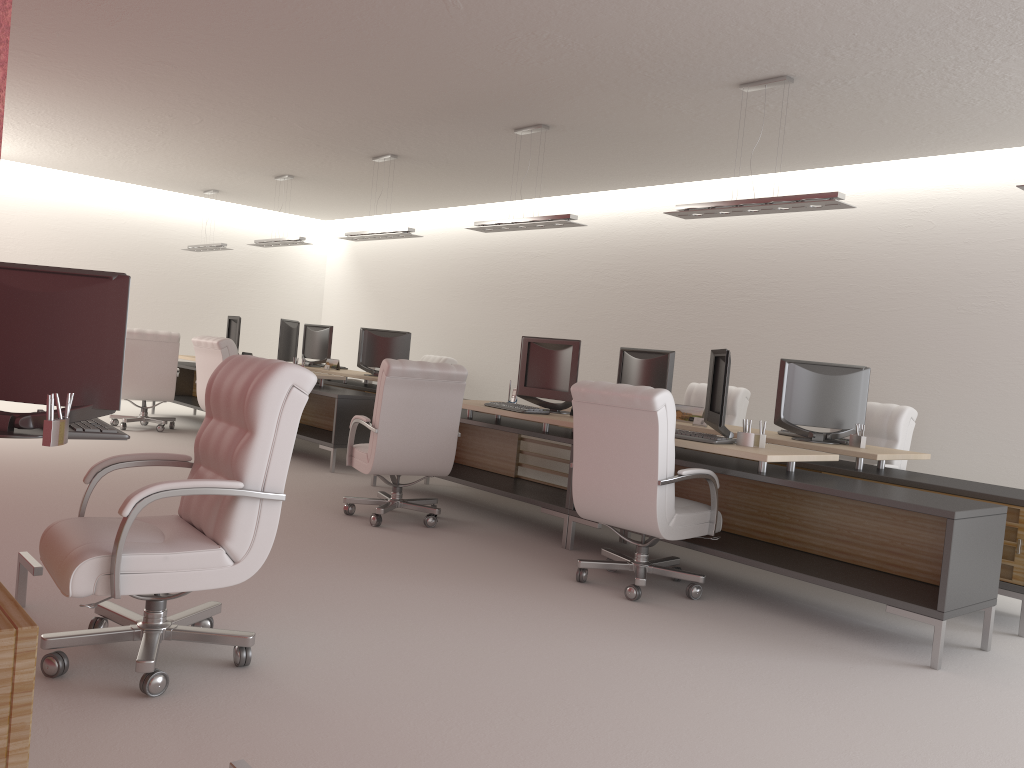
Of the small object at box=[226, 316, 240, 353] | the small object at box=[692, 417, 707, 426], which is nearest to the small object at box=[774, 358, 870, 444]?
the small object at box=[692, 417, 707, 426]

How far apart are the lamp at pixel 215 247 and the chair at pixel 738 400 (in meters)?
10.39

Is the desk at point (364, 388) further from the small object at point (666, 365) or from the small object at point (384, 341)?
the small object at point (666, 365)

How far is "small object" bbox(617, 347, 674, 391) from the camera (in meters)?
10.03

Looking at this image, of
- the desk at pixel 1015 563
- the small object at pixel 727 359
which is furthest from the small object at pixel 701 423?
the small object at pixel 727 359

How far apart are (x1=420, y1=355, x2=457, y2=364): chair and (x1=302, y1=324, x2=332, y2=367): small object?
1.91m

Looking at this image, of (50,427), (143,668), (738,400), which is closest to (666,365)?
(738,400)

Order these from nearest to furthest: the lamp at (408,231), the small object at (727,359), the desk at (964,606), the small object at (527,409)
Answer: the desk at (964,606)
the small object at (727,359)
the small object at (527,409)
the lamp at (408,231)

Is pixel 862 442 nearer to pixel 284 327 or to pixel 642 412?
pixel 642 412

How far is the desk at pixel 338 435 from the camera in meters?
11.7 m
